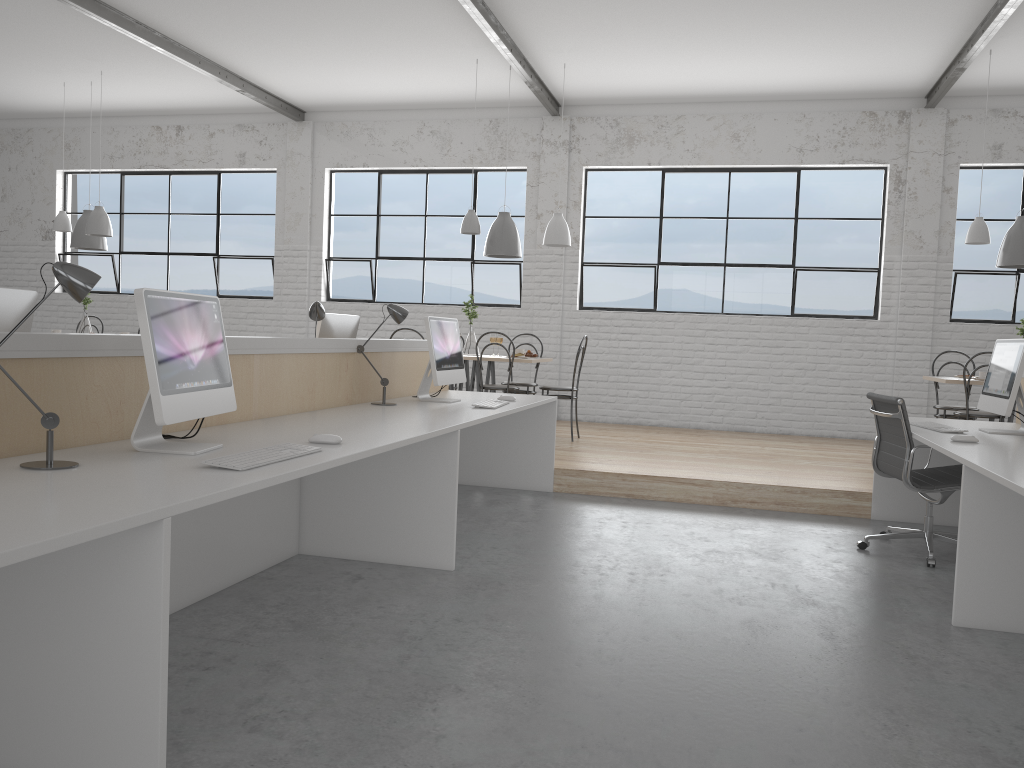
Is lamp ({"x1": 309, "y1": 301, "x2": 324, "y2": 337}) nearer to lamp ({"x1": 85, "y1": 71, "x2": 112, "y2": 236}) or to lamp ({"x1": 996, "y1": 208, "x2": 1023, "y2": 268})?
lamp ({"x1": 85, "y1": 71, "x2": 112, "y2": 236})

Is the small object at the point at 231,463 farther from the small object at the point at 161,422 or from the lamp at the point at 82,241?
the lamp at the point at 82,241

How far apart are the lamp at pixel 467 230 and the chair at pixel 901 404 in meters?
3.0 m

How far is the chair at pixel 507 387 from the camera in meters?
5.6 m

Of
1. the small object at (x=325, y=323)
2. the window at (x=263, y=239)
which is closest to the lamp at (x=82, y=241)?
the window at (x=263, y=239)

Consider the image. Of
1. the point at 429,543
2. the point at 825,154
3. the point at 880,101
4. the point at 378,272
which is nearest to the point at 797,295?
the point at 825,154

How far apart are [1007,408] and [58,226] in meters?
6.6 m

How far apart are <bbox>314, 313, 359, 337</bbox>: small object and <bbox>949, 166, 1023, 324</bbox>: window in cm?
460

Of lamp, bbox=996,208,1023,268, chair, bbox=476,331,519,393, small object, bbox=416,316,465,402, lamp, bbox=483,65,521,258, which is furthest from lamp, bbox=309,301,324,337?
lamp, bbox=996,208,1023,268

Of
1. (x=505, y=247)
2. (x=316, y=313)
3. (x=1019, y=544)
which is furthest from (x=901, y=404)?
(x=505, y=247)
